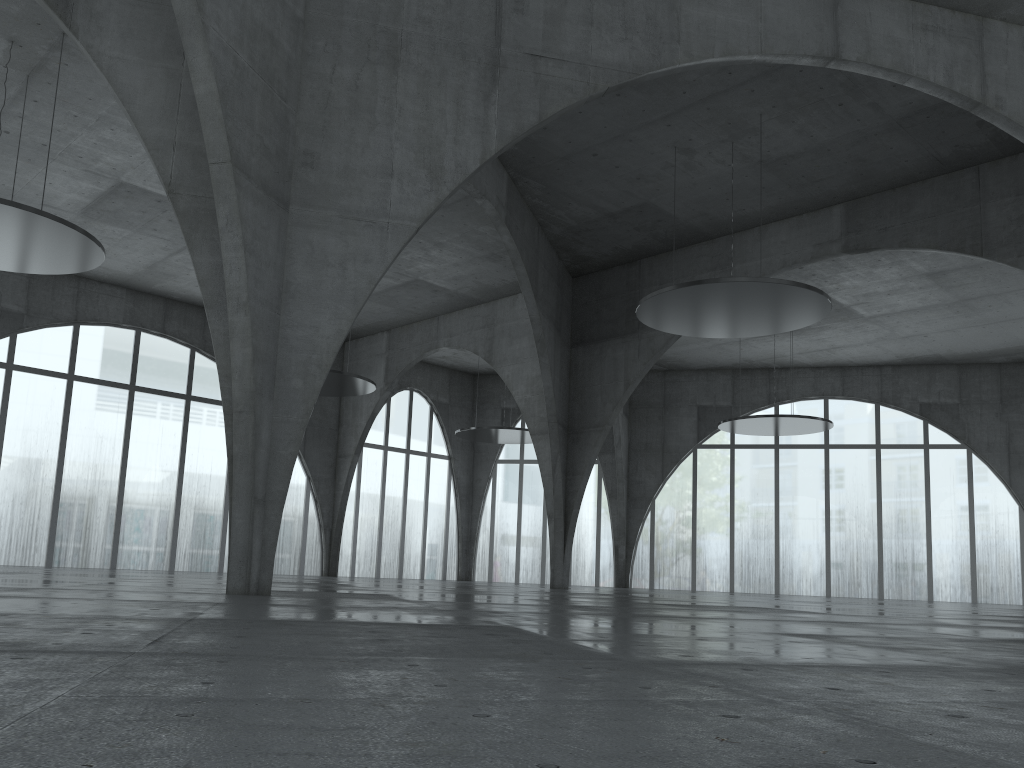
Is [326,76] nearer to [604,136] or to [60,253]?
[60,253]

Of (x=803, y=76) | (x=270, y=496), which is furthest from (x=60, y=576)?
(x=803, y=76)
